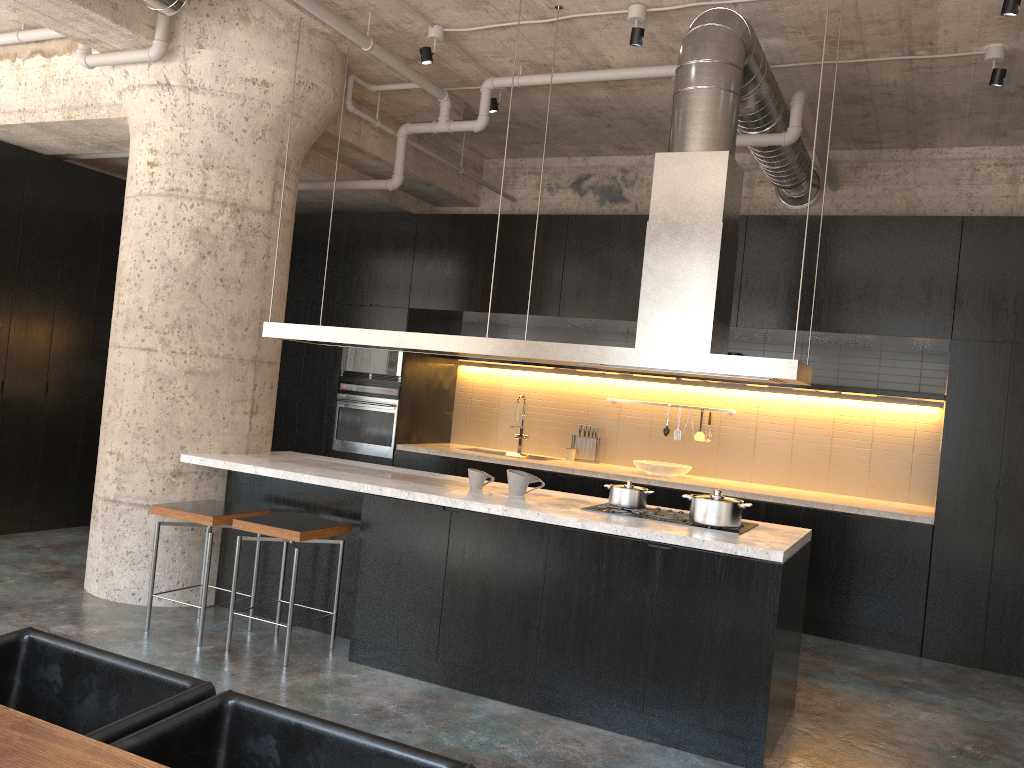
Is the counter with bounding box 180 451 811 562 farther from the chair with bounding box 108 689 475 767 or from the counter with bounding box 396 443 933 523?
the chair with bounding box 108 689 475 767

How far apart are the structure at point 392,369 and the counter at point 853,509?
0.60m

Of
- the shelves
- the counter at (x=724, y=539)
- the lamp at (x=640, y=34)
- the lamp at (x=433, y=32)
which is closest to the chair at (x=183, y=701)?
the counter at (x=724, y=539)

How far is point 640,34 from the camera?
5.0 meters

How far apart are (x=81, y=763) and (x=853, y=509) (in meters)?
5.65

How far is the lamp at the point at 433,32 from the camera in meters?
5.6

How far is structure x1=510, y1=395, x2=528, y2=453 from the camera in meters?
8.3

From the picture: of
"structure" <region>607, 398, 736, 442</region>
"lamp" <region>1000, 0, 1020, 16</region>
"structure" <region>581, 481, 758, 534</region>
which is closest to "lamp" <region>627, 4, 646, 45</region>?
"lamp" <region>1000, 0, 1020, 16</region>

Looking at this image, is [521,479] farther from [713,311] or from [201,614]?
[201,614]

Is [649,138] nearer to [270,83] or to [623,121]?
[623,121]
